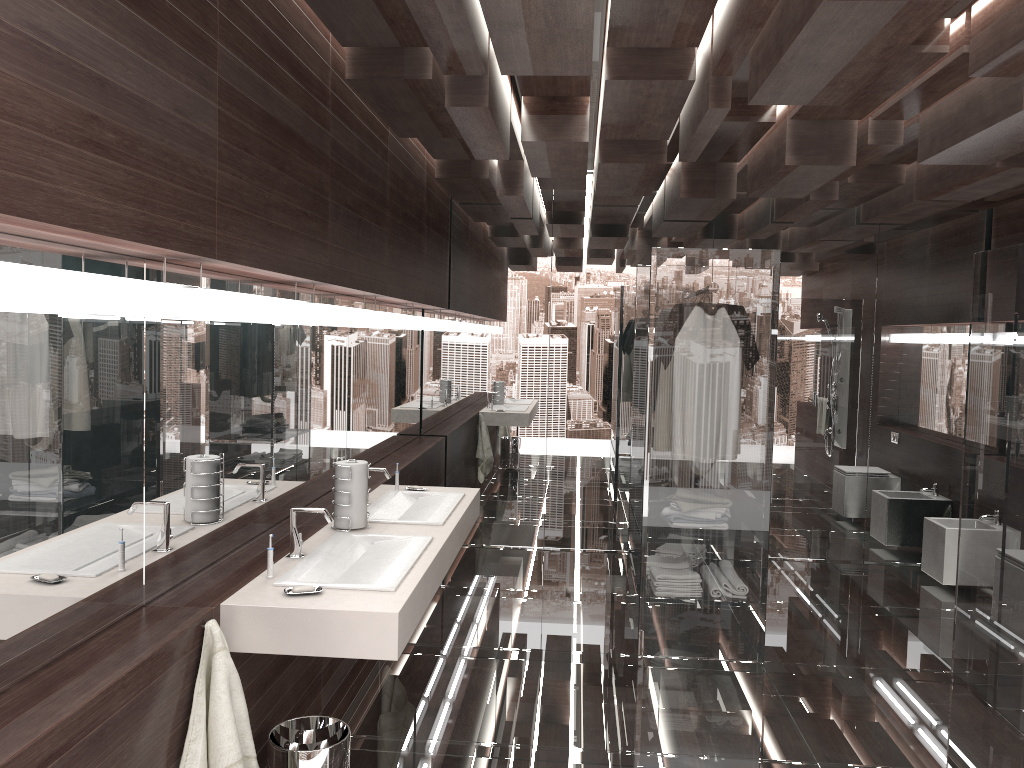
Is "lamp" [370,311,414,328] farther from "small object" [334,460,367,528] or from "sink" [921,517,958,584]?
"sink" [921,517,958,584]

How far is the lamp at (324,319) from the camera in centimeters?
344cm

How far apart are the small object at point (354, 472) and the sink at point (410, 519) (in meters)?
0.15

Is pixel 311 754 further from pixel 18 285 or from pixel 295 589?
A: pixel 18 285

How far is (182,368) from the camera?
2.5 meters

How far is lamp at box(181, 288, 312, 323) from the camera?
2.4m

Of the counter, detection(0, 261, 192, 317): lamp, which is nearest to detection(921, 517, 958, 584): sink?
the counter

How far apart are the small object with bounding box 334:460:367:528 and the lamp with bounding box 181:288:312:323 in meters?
0.6 m

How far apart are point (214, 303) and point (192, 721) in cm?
107

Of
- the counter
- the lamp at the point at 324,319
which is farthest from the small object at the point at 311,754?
the lamp at the point at 324,319
